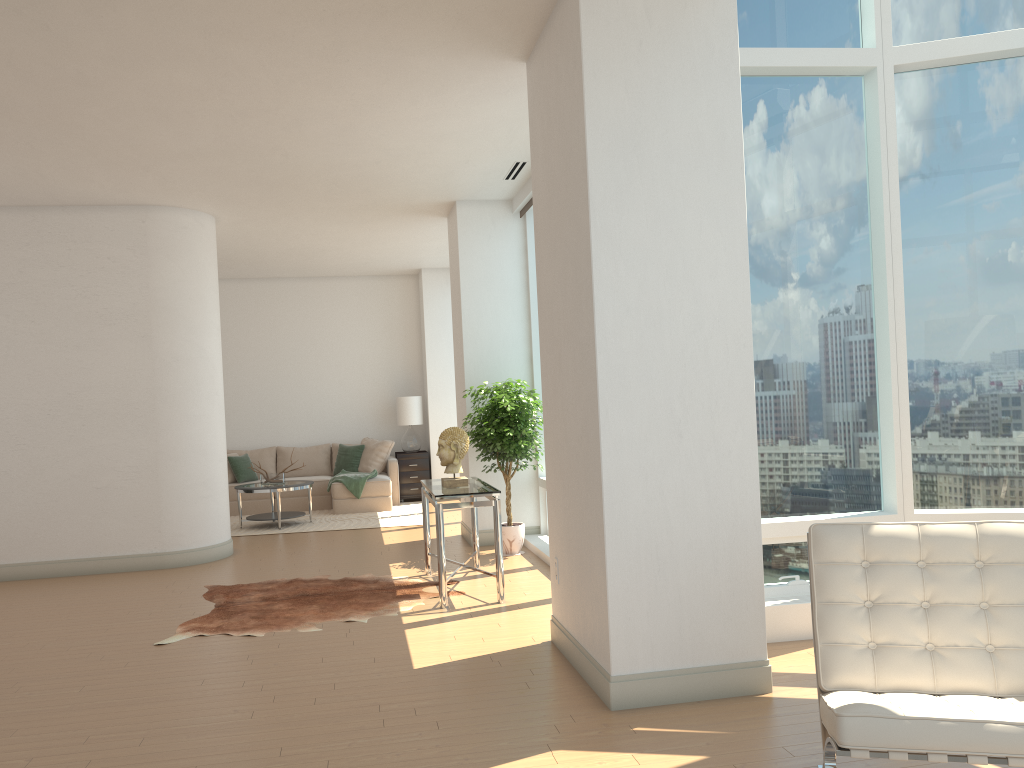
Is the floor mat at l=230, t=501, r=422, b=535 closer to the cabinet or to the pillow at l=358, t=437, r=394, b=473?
the cabinet

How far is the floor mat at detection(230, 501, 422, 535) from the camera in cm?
1054

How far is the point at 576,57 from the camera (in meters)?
4.12

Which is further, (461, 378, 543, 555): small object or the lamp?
the lamp

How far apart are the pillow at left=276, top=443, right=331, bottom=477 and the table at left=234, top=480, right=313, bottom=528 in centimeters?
183cm

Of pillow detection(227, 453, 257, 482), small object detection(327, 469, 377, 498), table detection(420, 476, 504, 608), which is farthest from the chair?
pillow detection(227, 453, 257, 482)

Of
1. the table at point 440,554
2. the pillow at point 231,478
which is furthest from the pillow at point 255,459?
the table at point 440,554

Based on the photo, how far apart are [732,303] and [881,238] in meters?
1.7 m

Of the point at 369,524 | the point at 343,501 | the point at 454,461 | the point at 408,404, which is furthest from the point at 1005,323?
the point at 408,404

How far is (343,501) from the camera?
11.7 meters
